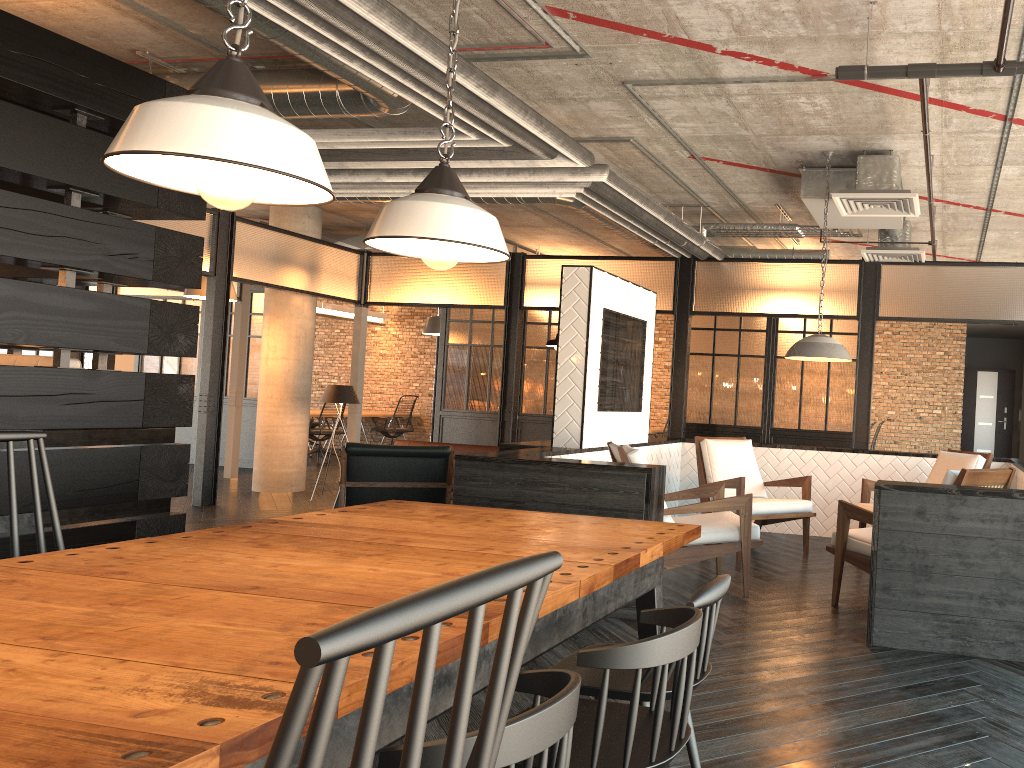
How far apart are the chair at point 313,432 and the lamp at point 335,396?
4.1m

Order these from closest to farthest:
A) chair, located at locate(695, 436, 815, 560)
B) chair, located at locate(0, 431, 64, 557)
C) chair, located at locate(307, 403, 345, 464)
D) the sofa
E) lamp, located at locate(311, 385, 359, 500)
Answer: chair, located at locate(0, 431, 64, 557), chair, located at locate(695, 436, 815, 560), the sofa, lamp, located at locate(311, 385, 359, 500), chair, located at locate(307, 403, 345, 464)

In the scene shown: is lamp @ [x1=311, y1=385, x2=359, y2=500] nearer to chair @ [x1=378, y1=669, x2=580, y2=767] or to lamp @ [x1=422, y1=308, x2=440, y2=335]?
lamp @ [x1=422, y1=308, x2=440, y2=335]

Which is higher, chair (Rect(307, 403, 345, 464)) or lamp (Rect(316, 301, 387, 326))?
lamp (Rect(316, 301, 387, 326))

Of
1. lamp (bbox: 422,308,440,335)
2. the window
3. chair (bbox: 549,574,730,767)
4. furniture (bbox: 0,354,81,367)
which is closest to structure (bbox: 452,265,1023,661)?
chair (bbox: 549,574,730,767)

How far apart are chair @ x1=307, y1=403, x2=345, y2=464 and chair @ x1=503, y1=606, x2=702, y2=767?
11.84m

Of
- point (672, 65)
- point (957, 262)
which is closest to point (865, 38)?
point (672, 65)

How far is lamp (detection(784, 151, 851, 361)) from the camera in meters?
5.6

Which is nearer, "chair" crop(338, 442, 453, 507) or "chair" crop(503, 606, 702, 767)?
"chair" crop(503, 606, 702, 767)

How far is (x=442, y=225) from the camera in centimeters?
220cm
